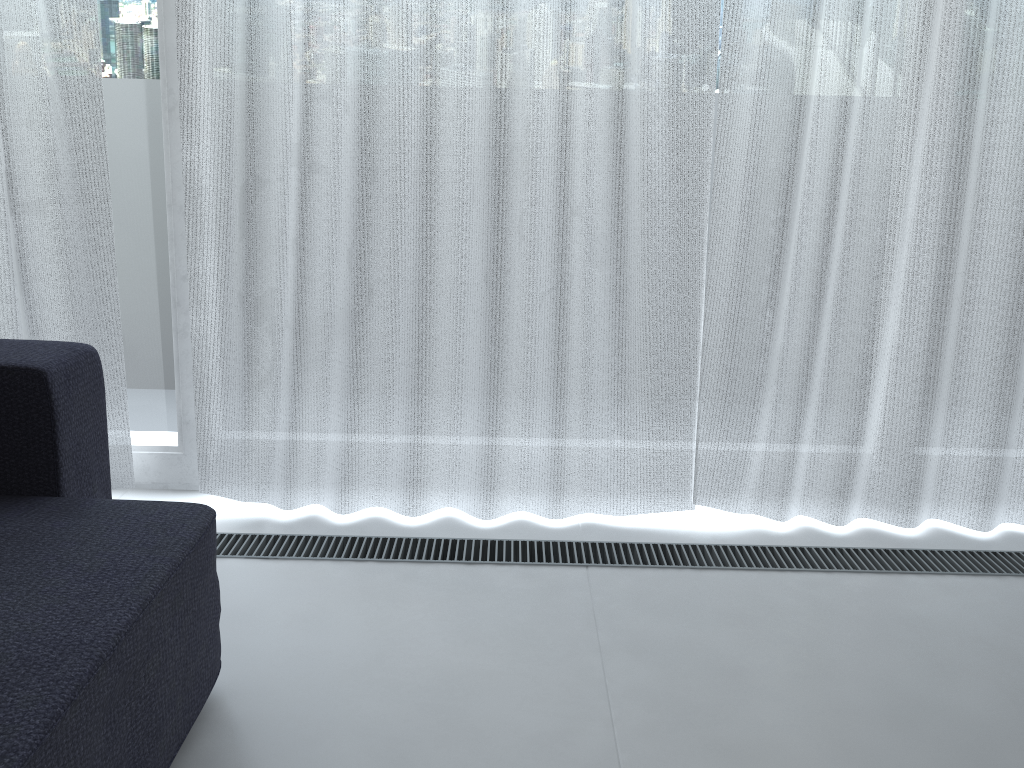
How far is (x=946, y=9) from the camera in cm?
178

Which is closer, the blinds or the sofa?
the sofa

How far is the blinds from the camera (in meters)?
1.78

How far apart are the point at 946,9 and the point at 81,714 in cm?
192

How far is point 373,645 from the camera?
1.5m

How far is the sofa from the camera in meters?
0.9

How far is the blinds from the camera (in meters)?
1.78

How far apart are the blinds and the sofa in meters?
0.4 m

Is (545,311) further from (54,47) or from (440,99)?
(54,47)

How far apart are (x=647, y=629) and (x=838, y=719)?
0.4 meters
